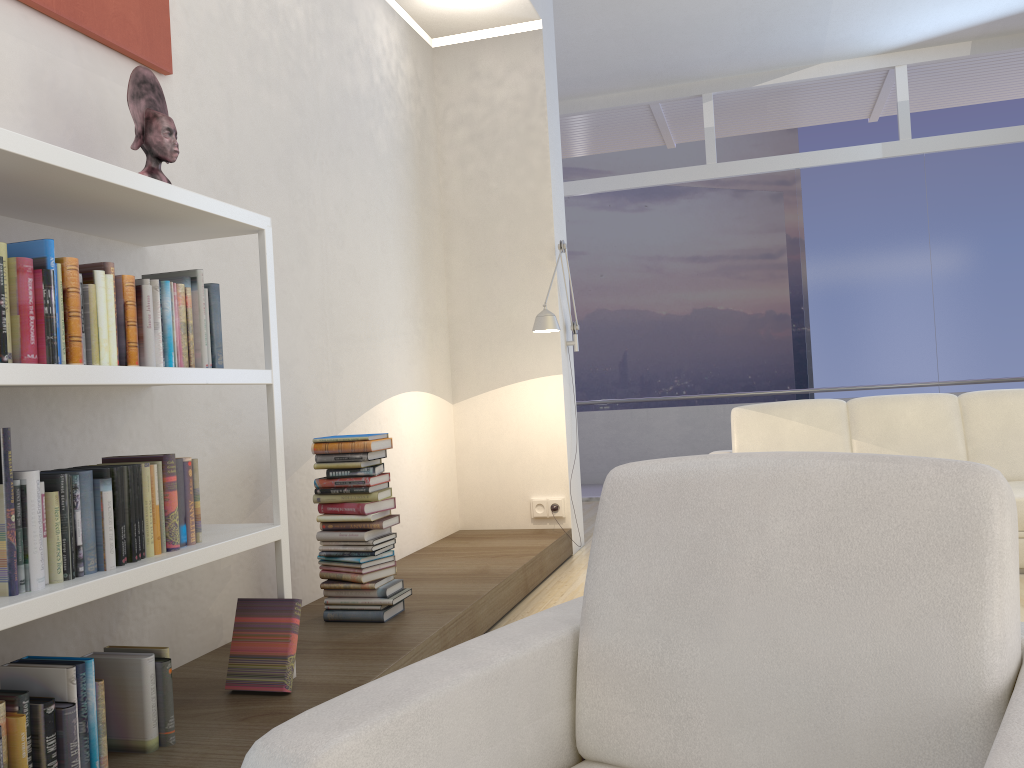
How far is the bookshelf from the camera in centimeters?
181cm

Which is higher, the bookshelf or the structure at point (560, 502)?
the bookshelf

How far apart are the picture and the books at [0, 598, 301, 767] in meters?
1.7

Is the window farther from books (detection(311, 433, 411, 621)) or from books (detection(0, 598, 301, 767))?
books (detection(0, 598, 301, 767))

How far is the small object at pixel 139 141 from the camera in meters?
Result: 2.5

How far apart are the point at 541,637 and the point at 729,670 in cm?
31

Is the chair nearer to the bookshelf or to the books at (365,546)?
the bookshelf

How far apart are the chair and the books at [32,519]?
1.0m

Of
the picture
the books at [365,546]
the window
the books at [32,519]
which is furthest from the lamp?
the window

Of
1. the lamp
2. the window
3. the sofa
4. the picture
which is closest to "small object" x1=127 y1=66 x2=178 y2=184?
the picture
